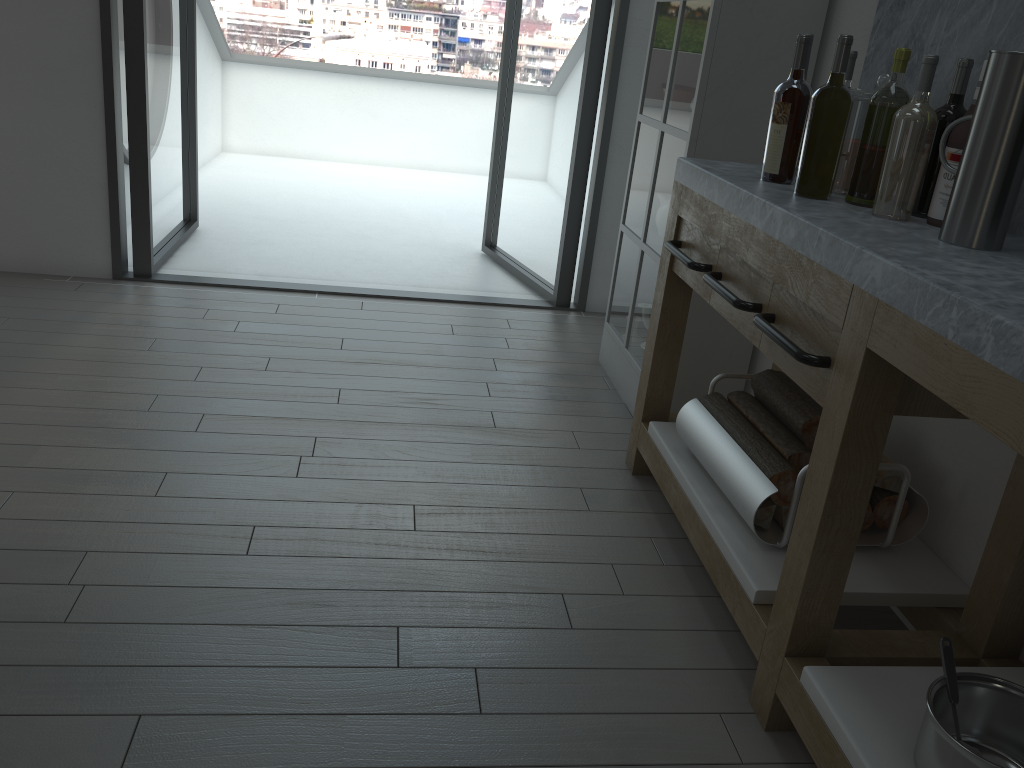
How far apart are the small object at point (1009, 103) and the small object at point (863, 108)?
0.4m

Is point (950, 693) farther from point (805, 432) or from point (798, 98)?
point (798, 98)

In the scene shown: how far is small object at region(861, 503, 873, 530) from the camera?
2.1m

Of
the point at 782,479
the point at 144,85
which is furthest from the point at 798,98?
the point at 144,85

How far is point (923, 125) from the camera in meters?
1.7 m

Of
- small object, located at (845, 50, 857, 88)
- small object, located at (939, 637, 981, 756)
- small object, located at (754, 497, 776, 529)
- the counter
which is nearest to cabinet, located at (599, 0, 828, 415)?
the counter

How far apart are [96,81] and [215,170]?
3.11m

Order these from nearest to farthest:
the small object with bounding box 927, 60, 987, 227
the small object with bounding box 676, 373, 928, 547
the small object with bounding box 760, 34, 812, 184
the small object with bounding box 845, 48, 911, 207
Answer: the small object with bounding box 927, 60, 987, 227 → the small object with bounding box 845, 48, 911, 207 → the small object with bounding box 676, 373, 928, 547 → the small object with bounding box 760, 34, 812, 184

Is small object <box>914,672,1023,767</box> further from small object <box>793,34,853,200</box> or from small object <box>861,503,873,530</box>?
small object <box>793,34,853,200</box>

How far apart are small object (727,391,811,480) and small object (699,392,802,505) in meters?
0.0 m
